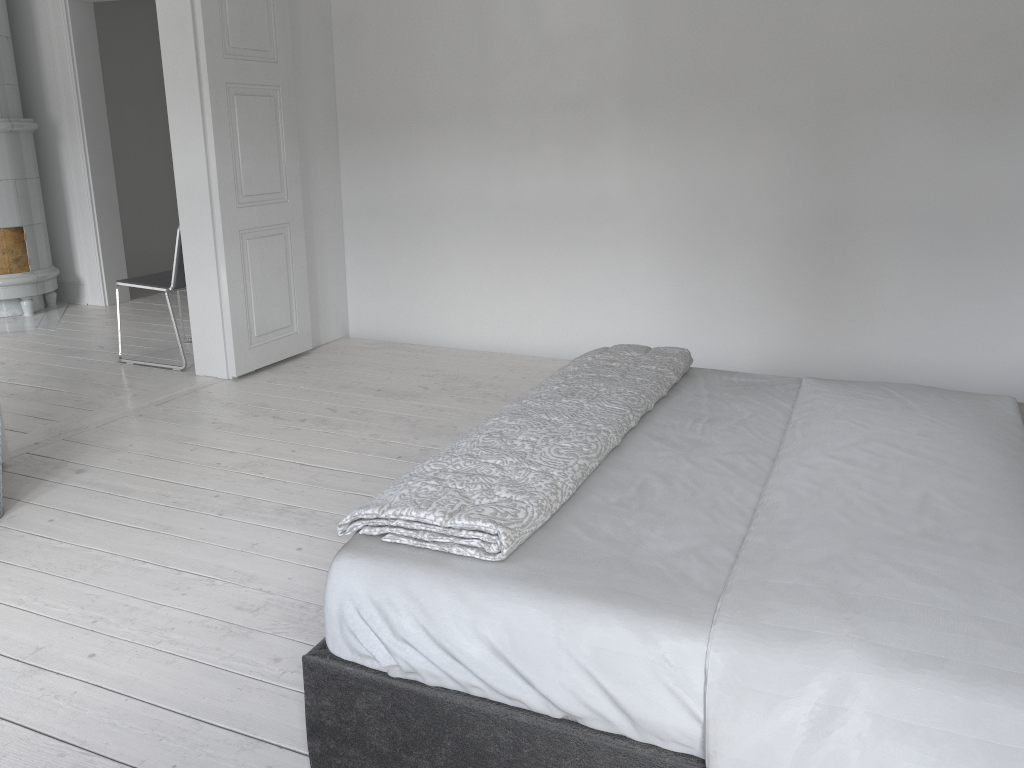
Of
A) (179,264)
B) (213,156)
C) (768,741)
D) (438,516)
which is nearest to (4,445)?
(179,264)

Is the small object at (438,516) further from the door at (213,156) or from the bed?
the door at (213,156)

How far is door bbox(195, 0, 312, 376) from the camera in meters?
4.3

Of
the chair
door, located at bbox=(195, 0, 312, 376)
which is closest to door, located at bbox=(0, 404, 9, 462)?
door, located at bbox=(195, 0, 312, 376)

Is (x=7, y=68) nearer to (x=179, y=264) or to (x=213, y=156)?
(x=179, y=264)

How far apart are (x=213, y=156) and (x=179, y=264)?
0.72m

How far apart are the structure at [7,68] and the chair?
1.67m

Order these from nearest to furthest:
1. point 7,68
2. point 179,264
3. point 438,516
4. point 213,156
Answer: point 438,516 → point 213,156 → point 179,264 → point 7,68

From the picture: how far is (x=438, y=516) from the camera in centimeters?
162cm

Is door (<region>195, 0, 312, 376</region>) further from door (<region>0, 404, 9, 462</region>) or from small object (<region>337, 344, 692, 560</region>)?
small object (<region>337, 344, 692, 560</region>)
